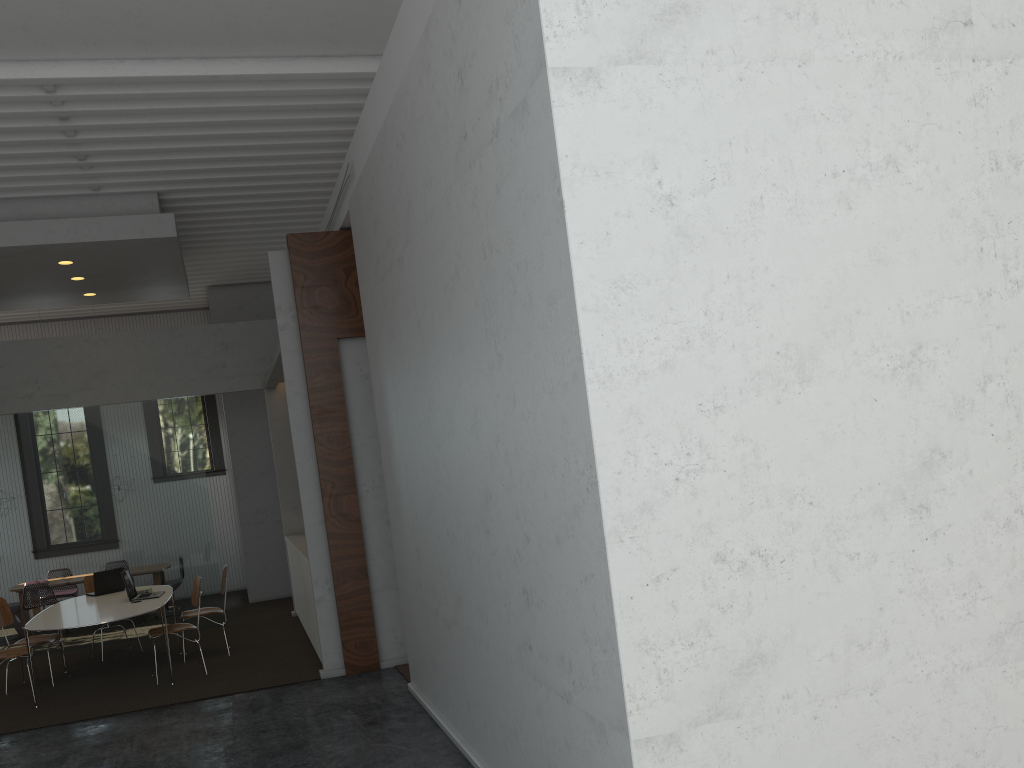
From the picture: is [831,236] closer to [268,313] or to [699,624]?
[699,624]

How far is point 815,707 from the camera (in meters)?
3.11
